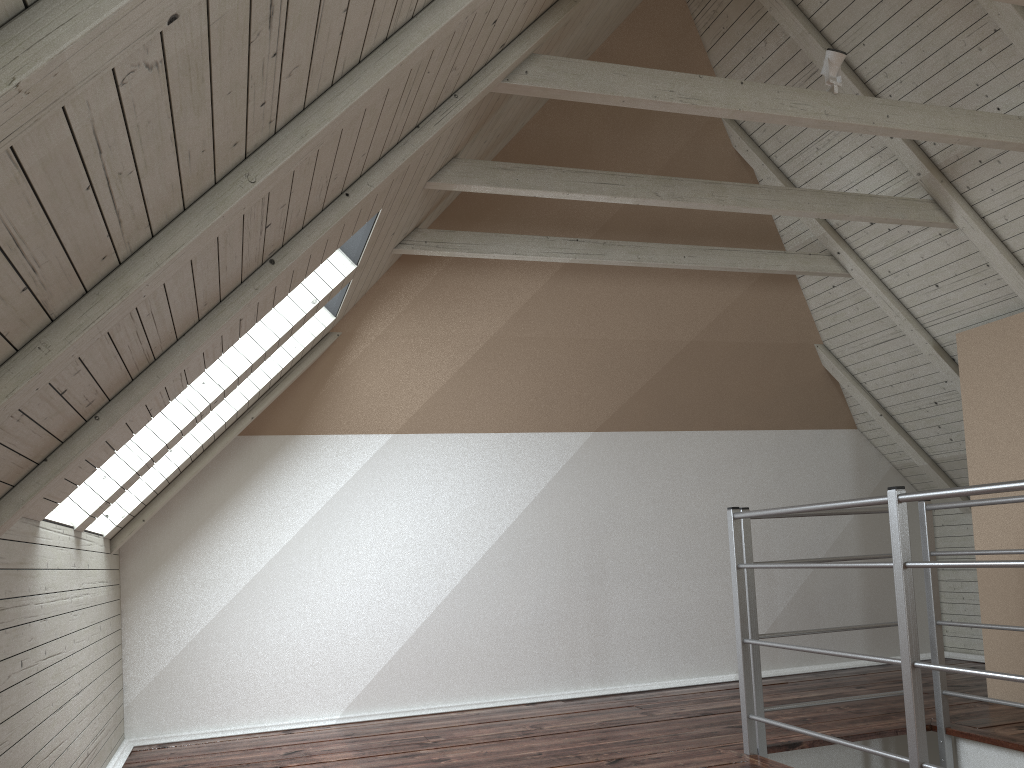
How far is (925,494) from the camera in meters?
2.1 m

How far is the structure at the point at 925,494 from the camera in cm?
213

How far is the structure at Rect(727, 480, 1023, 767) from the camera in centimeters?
213cm
